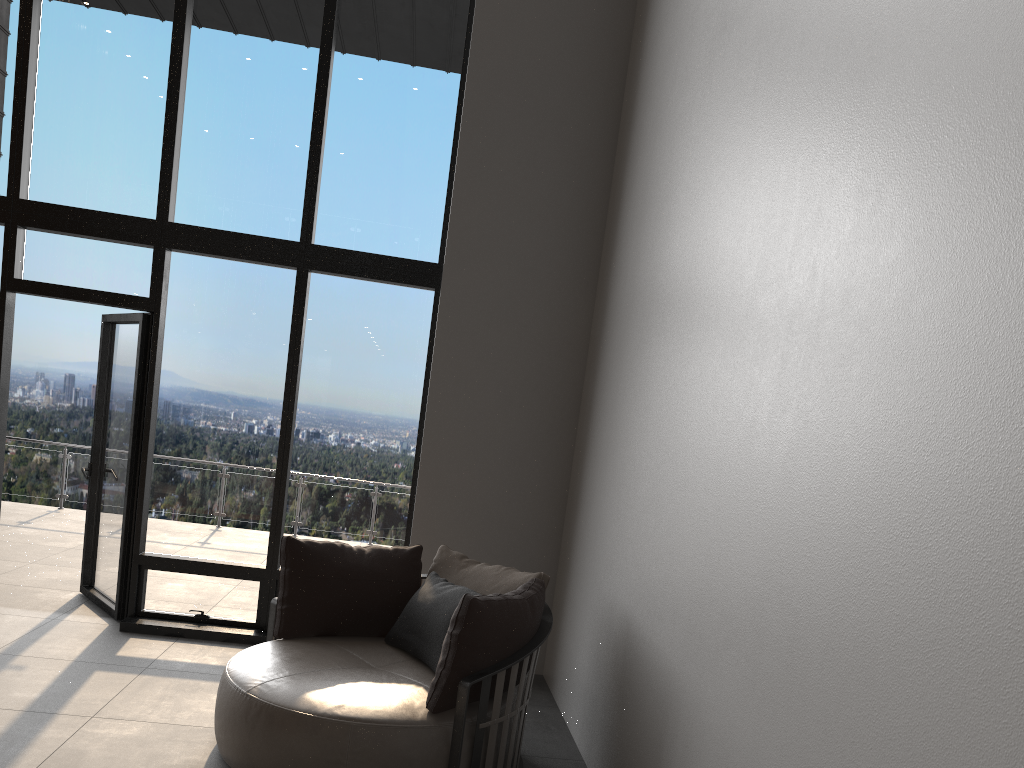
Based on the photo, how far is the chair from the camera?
3.2m

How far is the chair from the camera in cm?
325

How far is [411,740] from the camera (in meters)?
3.25
